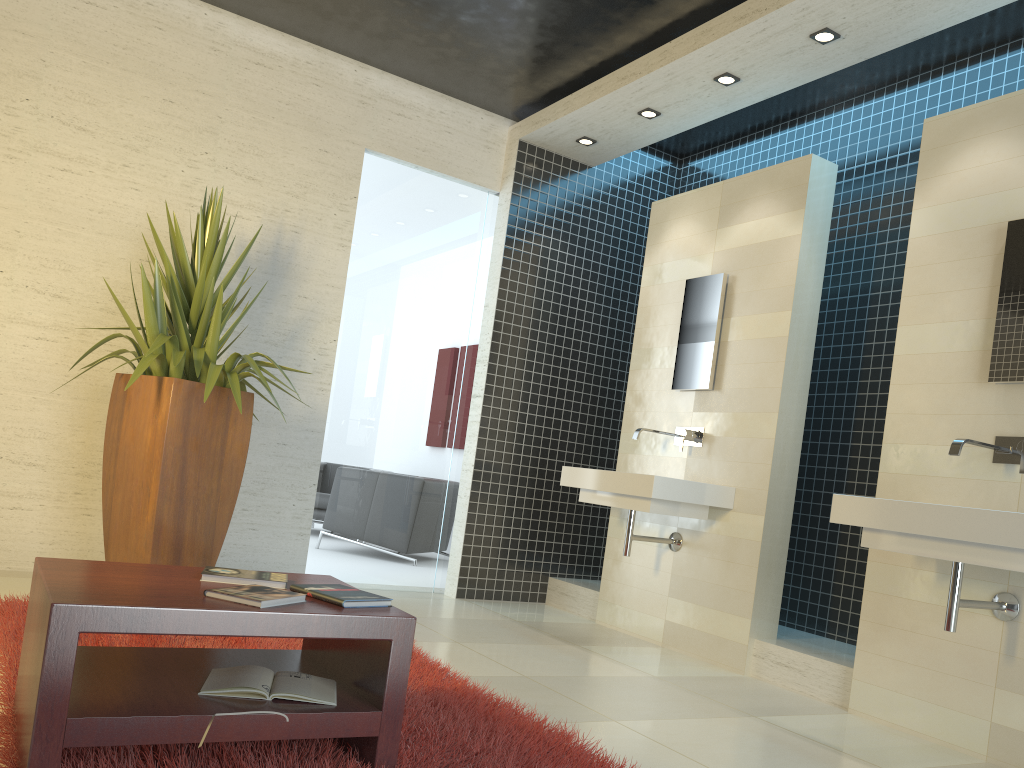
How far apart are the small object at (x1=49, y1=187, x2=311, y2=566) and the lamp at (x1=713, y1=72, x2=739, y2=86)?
2.8 meters

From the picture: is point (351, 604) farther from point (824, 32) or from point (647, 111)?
point (647, 111)

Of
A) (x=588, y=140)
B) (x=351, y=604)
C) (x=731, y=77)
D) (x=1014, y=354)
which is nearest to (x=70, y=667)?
(x=351, y=604)

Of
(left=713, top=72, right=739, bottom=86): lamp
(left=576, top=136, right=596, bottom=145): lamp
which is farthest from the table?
(left=576, top=136, right=596, bottom=145): lamp

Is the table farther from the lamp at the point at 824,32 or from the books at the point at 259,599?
the lamp at the point at 824,32

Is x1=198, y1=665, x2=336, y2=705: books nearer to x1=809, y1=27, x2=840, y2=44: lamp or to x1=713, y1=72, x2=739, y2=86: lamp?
x1=809, y1=27, x2=840, y2=44: lamp

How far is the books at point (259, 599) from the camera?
2.1m

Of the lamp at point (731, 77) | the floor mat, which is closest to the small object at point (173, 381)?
the floor mat

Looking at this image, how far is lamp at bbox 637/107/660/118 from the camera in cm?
541

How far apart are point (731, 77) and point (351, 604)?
3.8 meters
